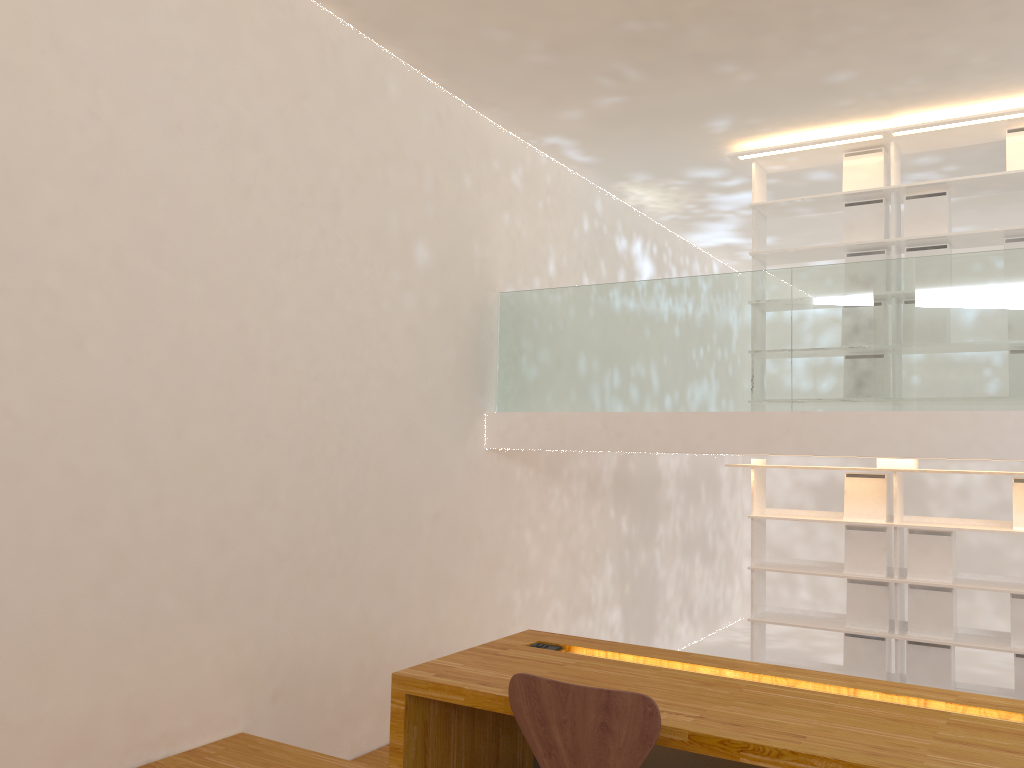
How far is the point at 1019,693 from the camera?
5.0m

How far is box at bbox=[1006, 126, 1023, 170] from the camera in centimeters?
520cm

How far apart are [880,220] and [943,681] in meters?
2.8 m

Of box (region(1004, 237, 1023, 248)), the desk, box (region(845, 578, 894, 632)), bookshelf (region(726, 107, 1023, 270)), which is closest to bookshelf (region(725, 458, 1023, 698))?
box (region(845, 578, 894, 632))

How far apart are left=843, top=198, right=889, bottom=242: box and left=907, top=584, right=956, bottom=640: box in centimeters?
218cm

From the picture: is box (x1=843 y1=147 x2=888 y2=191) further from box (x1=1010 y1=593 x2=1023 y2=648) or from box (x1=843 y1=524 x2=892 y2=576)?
box (x1=1010 y1=593 x2=1023 y2=648)

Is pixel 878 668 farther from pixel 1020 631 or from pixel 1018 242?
pixel 1018 242

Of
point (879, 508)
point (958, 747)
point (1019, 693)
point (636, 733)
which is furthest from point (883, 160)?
point (636, 733)

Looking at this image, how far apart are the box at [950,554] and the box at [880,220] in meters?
1.9 m

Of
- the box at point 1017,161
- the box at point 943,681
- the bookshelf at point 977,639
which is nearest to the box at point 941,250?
the box at point 1017,161
